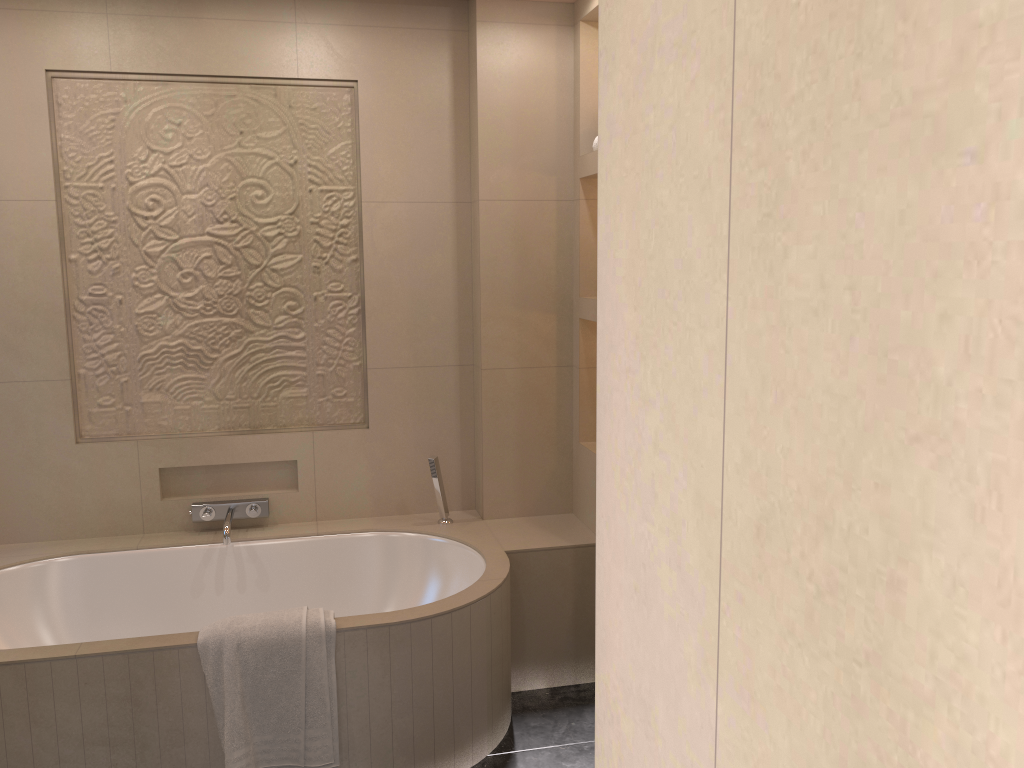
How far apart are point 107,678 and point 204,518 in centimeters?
99cm

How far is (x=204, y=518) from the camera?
3.32m

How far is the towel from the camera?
2.38m

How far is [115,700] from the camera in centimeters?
238cm

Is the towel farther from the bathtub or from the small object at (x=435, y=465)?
the small object at (x=435, y=465)

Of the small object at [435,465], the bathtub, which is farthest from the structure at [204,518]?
the small object at [435,465]

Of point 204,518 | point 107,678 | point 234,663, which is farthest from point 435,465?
point 107,678

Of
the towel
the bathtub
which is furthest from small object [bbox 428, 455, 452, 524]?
the towel

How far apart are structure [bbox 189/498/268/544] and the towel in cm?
76

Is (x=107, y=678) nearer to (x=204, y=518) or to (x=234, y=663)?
(x=234, y=663)
